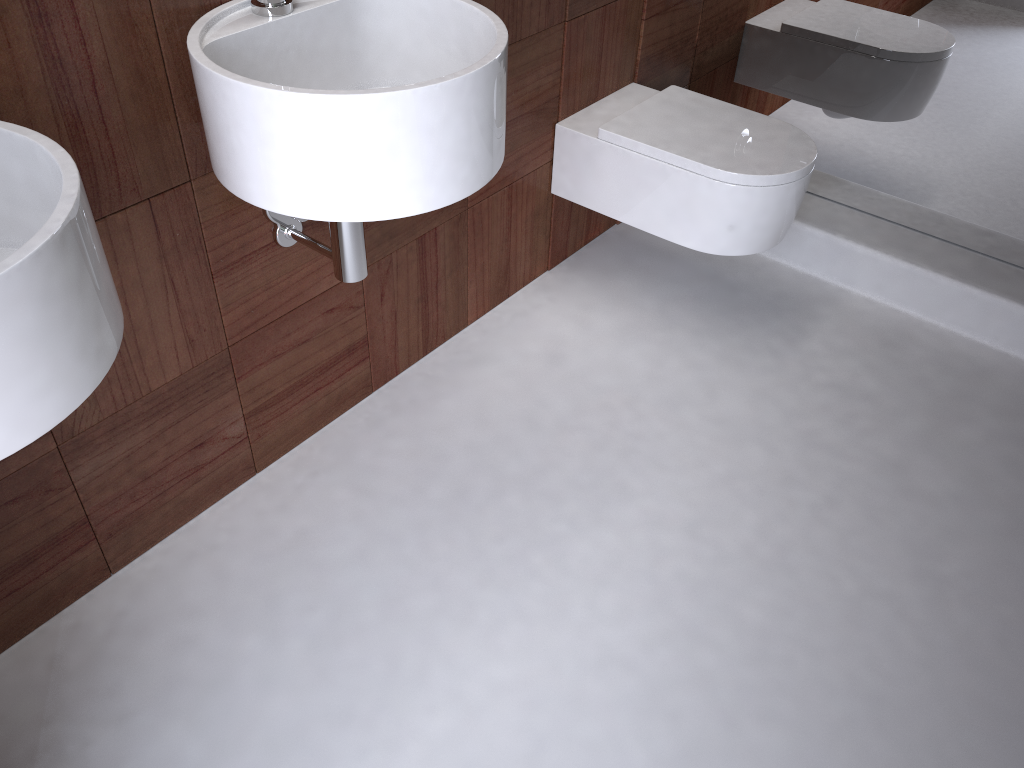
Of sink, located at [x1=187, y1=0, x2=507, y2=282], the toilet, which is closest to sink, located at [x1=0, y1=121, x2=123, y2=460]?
sink, located at [x1=187, y1=0, x2=507, y2=282]

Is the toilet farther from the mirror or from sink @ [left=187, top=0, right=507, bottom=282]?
sink @ [left=187, top=0, right=507, bottom=282]

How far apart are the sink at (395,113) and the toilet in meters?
0.7 m

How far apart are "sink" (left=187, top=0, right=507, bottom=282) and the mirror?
1.2 meters

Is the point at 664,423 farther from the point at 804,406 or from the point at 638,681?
the point at 638,681

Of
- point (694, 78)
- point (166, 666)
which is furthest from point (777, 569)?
point (694, 78)

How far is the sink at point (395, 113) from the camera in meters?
1.0 m

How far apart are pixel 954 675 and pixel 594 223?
1.4m

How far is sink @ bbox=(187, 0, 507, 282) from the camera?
1.0 meters

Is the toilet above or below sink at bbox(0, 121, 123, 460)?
below
